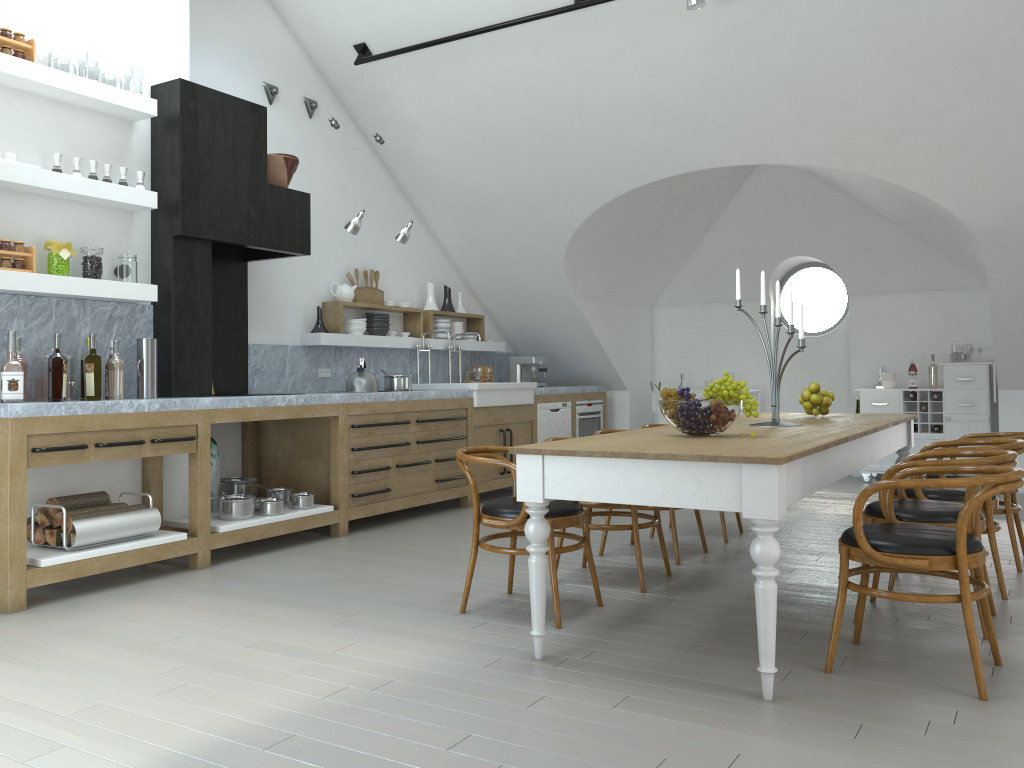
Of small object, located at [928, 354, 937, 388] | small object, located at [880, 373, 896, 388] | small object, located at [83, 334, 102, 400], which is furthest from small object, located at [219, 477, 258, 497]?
small object, located at [928, 354, 937, 388]

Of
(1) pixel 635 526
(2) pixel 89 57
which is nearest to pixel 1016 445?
(1) pixel 635 526

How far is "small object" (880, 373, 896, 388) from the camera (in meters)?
8.64

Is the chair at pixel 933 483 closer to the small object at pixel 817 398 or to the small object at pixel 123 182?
the small object at pixel 817 398

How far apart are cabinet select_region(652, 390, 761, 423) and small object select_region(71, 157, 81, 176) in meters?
6.4

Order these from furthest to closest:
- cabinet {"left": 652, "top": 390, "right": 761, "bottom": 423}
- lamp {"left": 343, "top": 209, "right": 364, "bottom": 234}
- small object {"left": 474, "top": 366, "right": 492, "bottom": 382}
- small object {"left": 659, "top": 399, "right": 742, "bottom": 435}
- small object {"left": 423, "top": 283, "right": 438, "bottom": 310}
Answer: cabinet {"left": 652, "top": 390, "right": 761, "bottom": 423}, small object {"left": 474, "top": 366, "right": 492, "bottom": 382}, small object {"left": 423, "top": 283, "right": 438, "bottom": 310}, lamp {"left": 343, "top": 209, "right": 364, "bottom": 234}, small object {"left": 659, "top": 399, "right": 742, "bottom": 435}

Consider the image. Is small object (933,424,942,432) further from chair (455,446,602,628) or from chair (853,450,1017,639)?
chair (455,446,602,628)

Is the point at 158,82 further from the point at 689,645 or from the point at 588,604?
the point at 689,645

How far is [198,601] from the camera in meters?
4.3

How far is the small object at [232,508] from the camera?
5.3 meters
